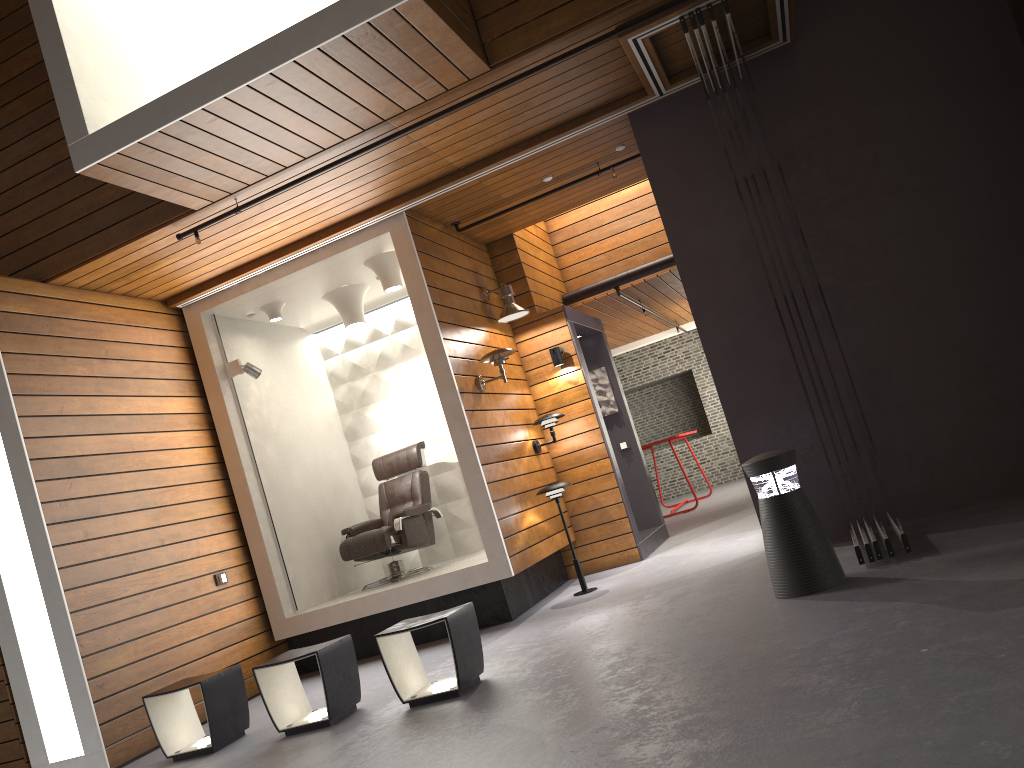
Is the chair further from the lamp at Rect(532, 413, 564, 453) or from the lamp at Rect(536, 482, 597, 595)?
the lamp at Rect(536, 482, 597, 595)

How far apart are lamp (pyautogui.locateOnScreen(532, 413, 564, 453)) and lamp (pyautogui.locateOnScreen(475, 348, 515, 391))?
0.81m

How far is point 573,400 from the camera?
7.7 meters

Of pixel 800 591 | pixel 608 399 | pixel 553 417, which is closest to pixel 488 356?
pixel 553 417

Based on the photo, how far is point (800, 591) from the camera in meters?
4.2

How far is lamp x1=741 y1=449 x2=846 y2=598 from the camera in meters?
4.2

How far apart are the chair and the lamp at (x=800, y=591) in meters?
3.4

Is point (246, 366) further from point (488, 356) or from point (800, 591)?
point (800, 591)

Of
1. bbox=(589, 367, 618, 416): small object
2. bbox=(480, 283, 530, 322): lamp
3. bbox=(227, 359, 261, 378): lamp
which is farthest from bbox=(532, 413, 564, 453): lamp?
bbox=(227, 359, 261, 378): lamp

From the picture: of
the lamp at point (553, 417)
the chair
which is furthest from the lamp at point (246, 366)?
the lamp at point (553, 417)
